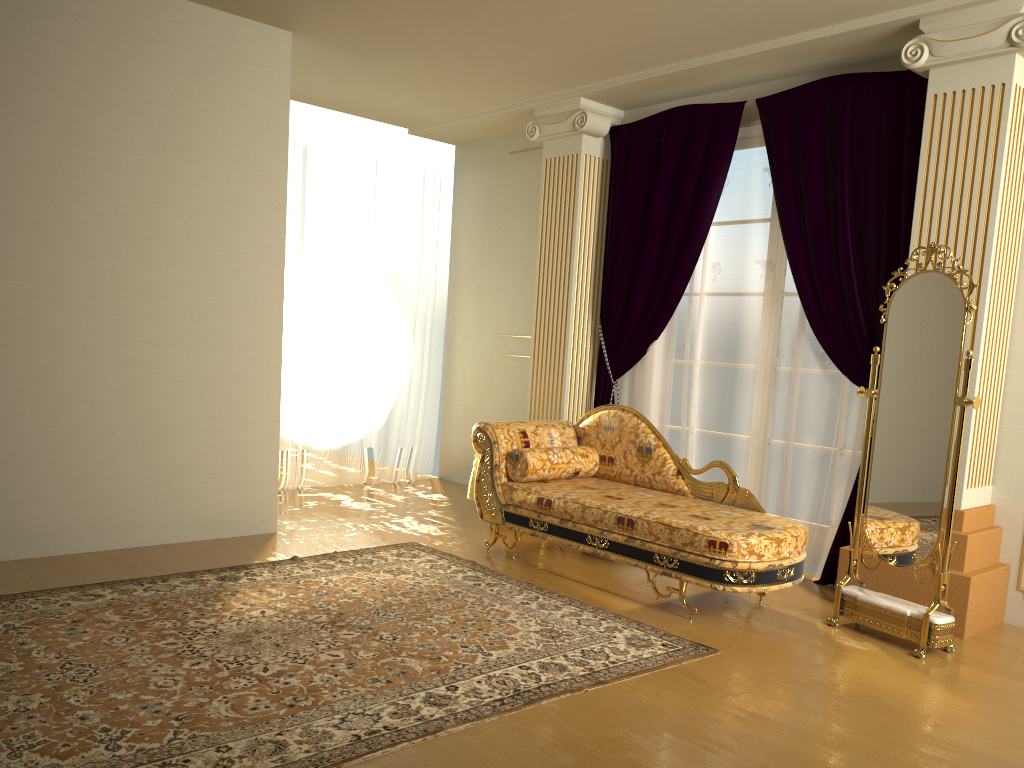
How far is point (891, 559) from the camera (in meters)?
3.79

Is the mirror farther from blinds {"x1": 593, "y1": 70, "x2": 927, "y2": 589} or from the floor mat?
the floor mat

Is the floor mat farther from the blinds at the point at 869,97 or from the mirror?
the blinds at the point at 869,97

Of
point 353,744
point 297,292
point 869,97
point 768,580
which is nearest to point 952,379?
point 768,580

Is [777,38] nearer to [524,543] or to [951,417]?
[951,417]

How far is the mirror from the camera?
3.6 meters

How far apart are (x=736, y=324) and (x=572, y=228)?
1.3 meters

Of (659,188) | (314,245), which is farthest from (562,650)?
(314,245)

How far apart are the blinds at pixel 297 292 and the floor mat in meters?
1.9 m

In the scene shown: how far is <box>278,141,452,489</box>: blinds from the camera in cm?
644
